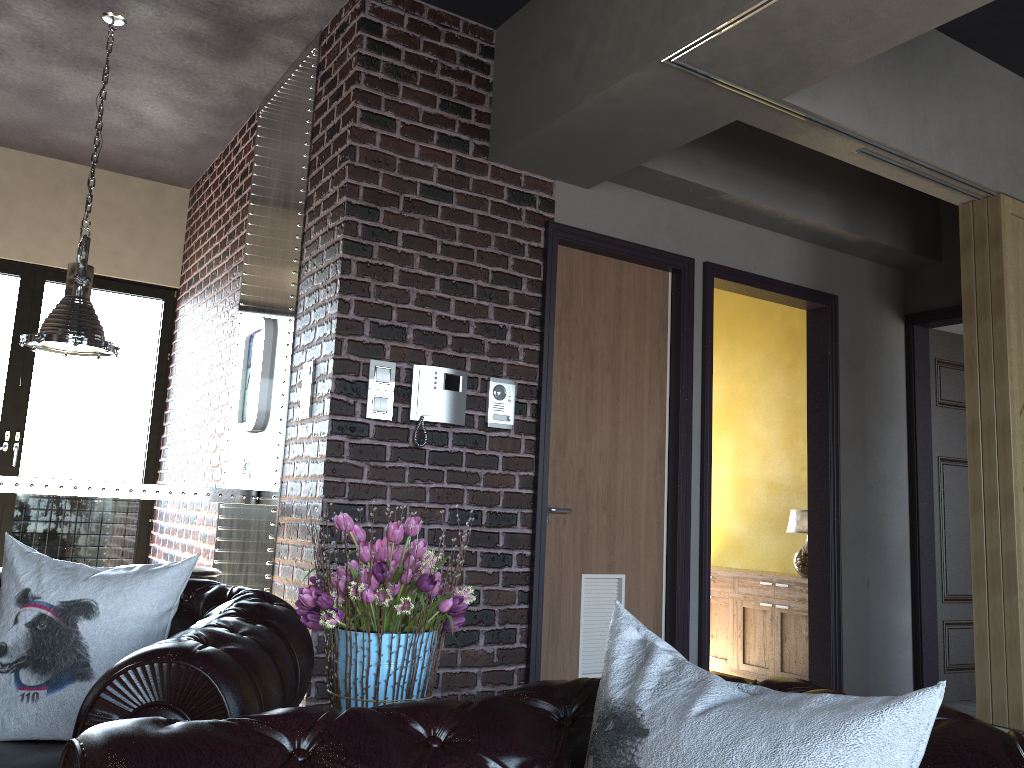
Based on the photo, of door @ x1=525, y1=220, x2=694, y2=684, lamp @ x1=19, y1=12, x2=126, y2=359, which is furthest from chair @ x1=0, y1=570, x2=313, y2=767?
lamp @ x1=19, y1=12, x2=126, y2=359

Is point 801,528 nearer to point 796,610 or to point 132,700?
point 796,610

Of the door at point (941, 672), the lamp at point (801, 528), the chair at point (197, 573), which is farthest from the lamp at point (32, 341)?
the door at point (941, 672)

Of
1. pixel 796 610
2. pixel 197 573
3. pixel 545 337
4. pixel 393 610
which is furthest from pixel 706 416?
pixel 393 610

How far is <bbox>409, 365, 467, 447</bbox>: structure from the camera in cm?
396

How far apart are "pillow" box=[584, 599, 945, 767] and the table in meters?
3.3

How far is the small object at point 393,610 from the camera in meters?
1.6

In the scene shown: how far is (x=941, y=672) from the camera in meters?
5.8 m

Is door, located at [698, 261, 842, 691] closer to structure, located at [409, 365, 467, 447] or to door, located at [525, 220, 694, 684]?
door, located at [525, 220, 694, 684]

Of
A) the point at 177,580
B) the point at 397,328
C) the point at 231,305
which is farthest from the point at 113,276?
the point at 177,580
